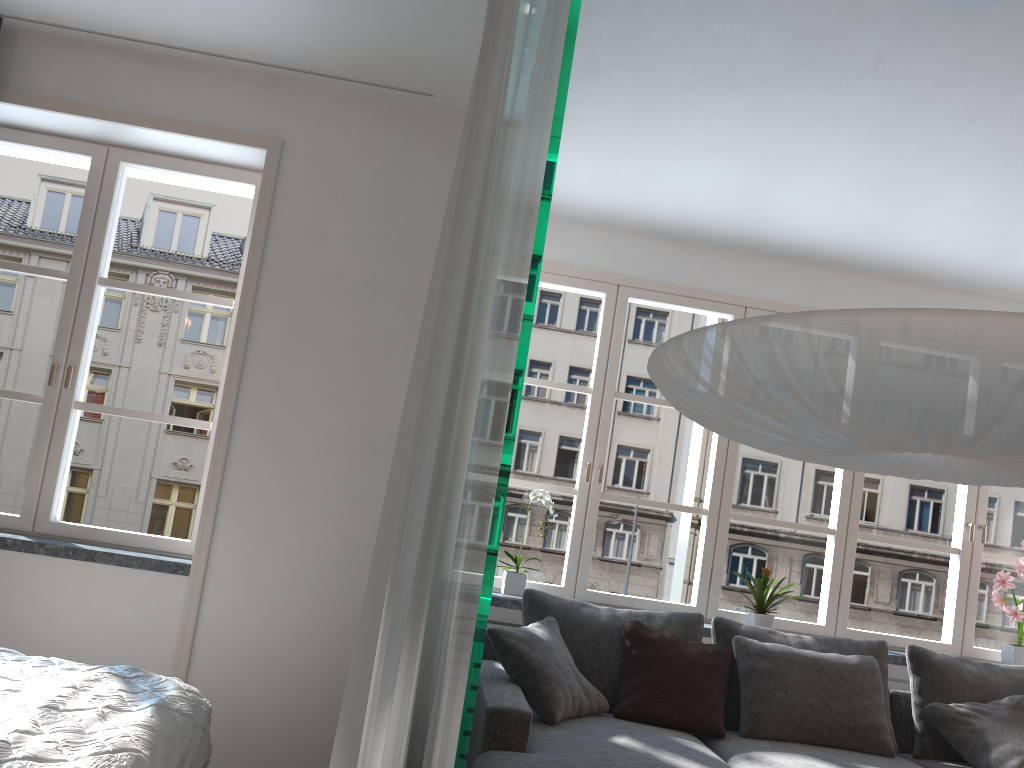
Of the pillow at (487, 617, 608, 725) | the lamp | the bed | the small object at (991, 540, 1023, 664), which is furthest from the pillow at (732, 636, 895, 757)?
the bed

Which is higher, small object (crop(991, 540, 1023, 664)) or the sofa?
small object (crop(991, 540, 1023, 664))

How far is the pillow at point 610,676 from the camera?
3.65m

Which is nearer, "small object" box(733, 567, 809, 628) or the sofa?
the sofa

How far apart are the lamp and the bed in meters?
1.5 m

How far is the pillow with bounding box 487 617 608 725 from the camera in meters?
3.2

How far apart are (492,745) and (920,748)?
2.08m

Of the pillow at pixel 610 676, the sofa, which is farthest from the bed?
the pillow at pixel 610 676

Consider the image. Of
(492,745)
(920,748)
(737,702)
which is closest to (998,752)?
(920,748)

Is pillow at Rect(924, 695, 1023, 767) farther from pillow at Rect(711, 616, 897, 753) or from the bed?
the bed
